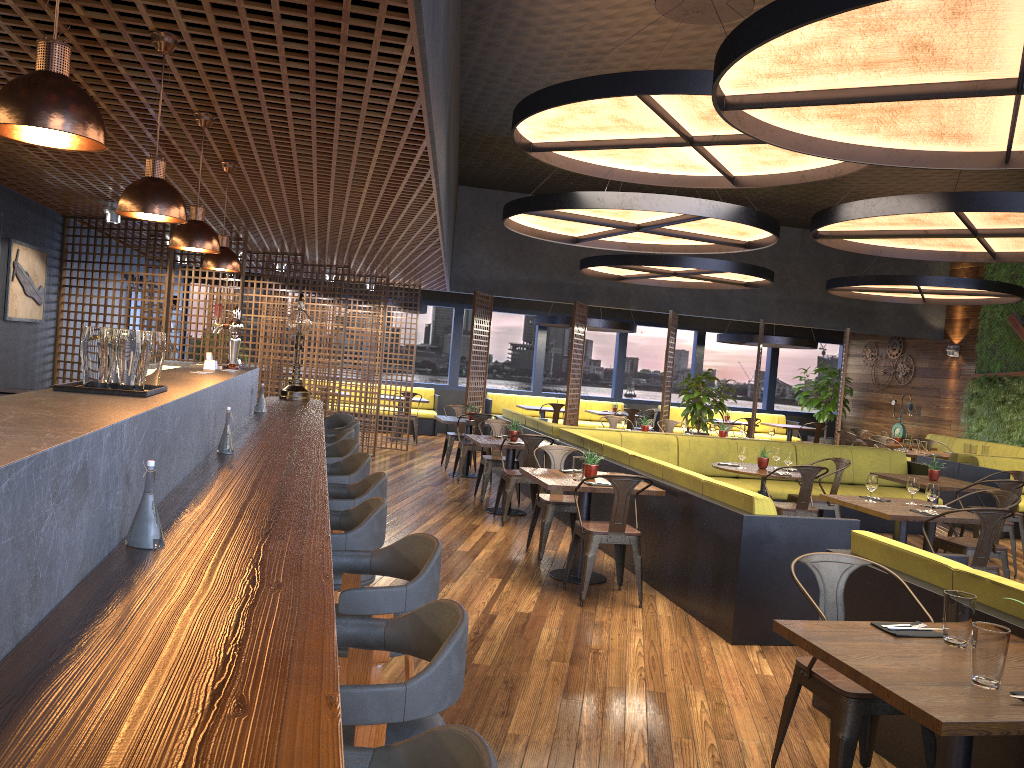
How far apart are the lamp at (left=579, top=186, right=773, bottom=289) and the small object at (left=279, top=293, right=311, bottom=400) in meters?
5.3

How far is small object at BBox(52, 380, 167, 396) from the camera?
2.7m

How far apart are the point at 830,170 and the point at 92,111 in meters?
6.5 m

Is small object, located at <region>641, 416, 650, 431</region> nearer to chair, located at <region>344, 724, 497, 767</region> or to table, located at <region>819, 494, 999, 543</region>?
table, located at <region>819, 494, 999, 543</region>

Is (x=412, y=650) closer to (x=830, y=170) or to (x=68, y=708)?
(x=68, y=708)

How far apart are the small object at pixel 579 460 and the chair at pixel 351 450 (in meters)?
1.80

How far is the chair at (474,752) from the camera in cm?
131

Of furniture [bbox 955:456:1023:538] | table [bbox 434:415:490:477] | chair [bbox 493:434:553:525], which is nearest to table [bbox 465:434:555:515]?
chair [bbox 493:434:553:525]

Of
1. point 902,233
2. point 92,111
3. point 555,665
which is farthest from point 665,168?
point 92,111

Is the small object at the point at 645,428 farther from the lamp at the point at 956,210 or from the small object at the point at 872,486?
the small object at the point at 872,486
